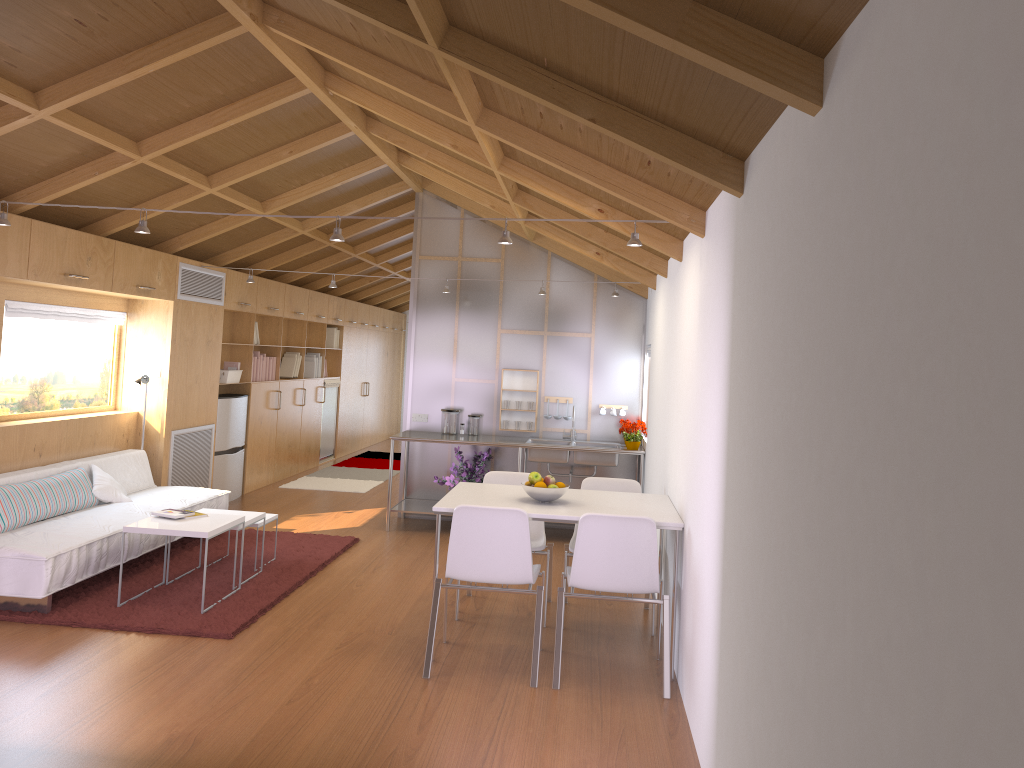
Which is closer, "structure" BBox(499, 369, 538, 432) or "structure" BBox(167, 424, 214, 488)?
"structure" BBox(167, 424, 214, 488)

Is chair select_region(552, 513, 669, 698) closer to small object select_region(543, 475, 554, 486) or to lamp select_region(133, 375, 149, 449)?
small object select_region(543, 475, 554, 486)

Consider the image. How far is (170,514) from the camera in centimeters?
518cm

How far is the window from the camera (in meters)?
5.96

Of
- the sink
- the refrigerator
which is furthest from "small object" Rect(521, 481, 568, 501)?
the refrigerator

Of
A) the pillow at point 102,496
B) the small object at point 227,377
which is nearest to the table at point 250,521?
the pillow at point 102,496

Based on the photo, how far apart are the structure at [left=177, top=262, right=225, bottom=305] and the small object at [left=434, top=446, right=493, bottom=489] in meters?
2.6 m

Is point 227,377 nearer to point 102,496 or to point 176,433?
point 176,433

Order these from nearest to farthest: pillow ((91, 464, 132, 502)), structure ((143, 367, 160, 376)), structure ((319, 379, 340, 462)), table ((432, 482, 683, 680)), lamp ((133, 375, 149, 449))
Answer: table ((432, 482, 683, 680)) → pillow ((91, 464, 132, 502)) → lamp ((133, 375, 149, 449)) → structure ((143, 367, 160, 376)) → structure ((319, 379, 340, 462))

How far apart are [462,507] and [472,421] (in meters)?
3.63
